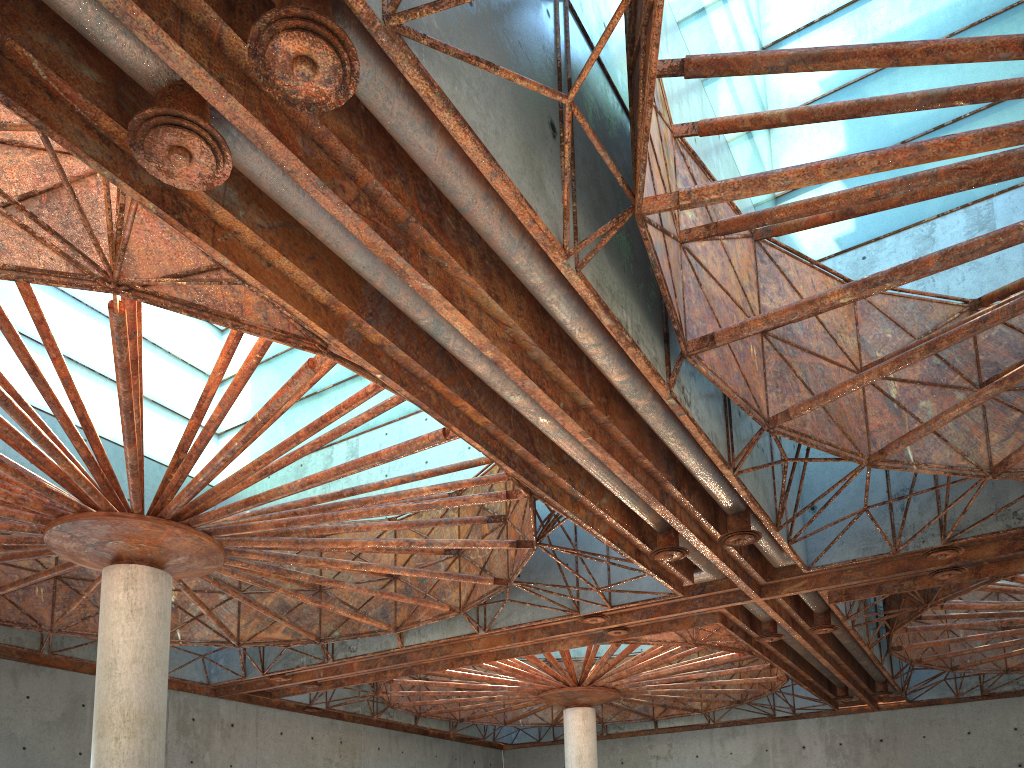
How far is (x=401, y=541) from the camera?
26.20m

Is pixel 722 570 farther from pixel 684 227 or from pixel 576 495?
pixel 684 227
